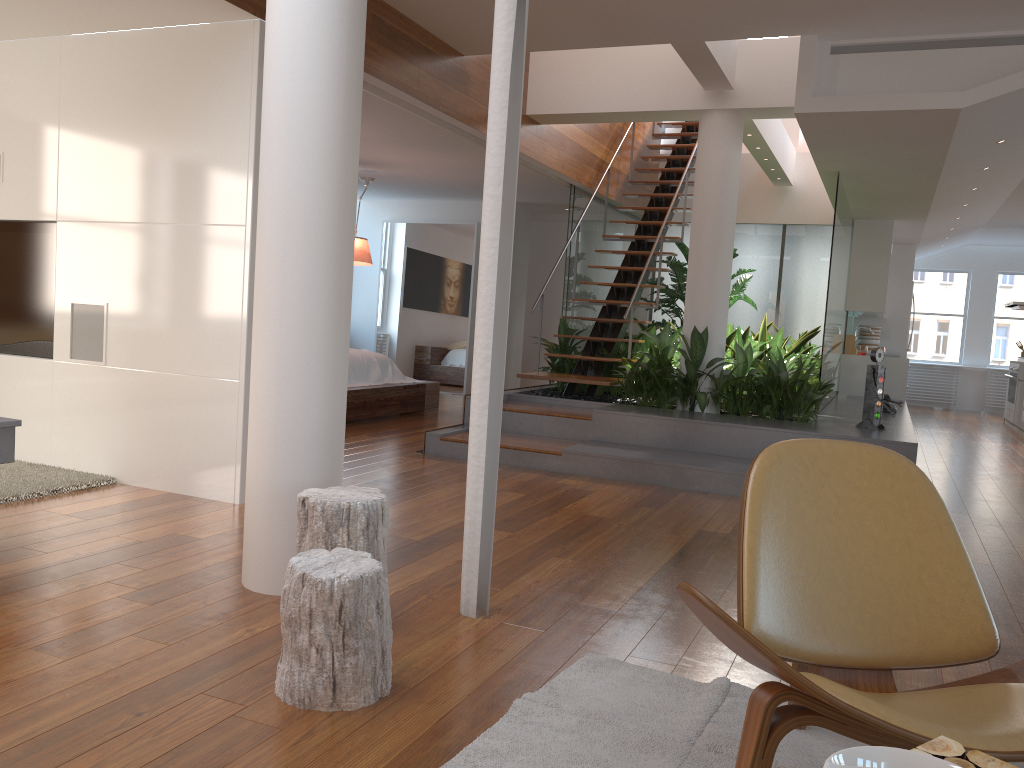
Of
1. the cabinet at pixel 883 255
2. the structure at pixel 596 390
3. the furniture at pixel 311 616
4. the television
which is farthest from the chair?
the cabinet at pixel 883 255

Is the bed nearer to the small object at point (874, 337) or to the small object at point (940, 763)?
the small object at point (874, 337)

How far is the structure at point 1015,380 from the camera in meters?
11.1

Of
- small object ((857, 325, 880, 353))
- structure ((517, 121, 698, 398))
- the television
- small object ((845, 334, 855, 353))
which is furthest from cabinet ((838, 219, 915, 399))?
the television

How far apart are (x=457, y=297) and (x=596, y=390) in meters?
3.8

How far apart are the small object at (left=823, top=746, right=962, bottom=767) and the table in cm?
21

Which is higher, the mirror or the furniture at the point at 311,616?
the mirror

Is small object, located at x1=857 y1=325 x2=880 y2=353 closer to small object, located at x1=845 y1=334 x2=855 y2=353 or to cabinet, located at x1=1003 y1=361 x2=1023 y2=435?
small object, located at x1=845 y1=334 x2=855 y2=353

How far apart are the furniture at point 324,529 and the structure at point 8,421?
1.2m

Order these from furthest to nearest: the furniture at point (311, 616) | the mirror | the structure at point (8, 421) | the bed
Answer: the mirror → the bed → the structure at point (8, 421) → the furniture at point (311, 616)
